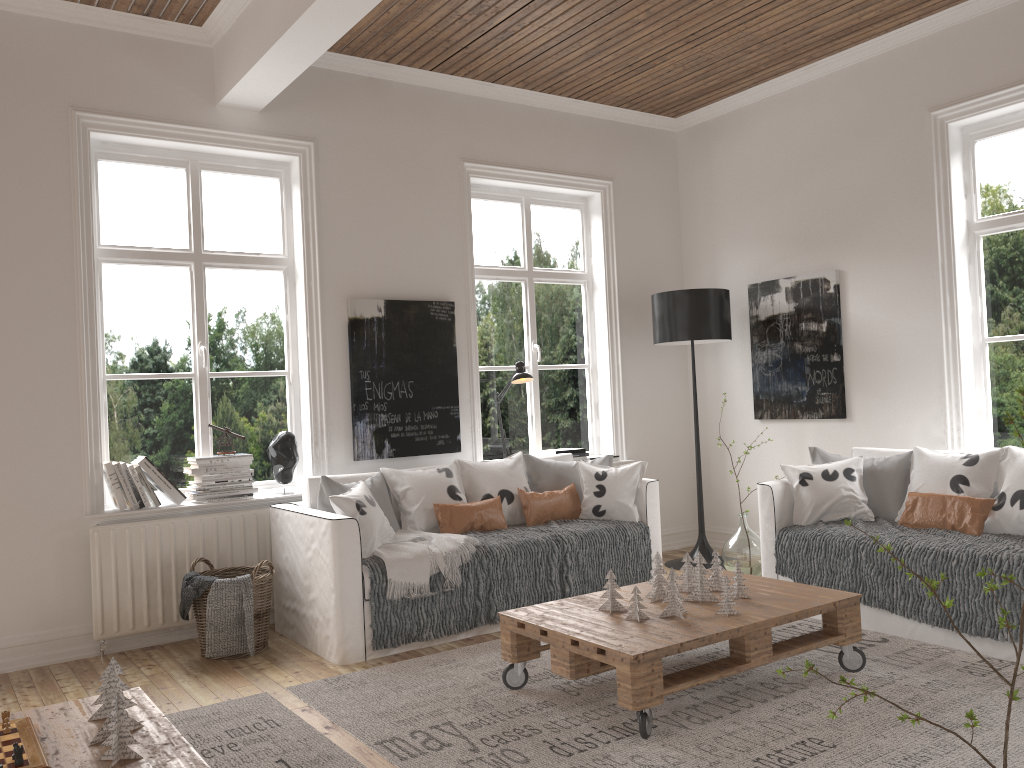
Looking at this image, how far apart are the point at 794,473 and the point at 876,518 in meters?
0.4 m

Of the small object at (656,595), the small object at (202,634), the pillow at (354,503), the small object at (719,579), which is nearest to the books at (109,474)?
the small object at (202,634)

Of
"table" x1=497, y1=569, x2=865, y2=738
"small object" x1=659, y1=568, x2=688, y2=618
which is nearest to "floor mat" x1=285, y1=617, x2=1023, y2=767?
"table" x1=497, y1=569, x2=865, y2=738

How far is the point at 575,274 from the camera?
6.14m

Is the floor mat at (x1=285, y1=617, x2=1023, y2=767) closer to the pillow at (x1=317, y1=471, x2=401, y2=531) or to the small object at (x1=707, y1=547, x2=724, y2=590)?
the small object at (x1=707, y1=547, x2=724, y2=590)

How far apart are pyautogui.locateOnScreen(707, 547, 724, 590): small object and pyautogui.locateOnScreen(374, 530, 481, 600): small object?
1.2m

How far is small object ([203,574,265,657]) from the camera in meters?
4.0 m

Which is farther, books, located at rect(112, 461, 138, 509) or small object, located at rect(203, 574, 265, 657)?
books, located at rect(112, 461, 138, 509)

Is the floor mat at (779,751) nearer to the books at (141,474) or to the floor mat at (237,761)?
the floor mat at (237,761)

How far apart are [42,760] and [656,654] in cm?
174
